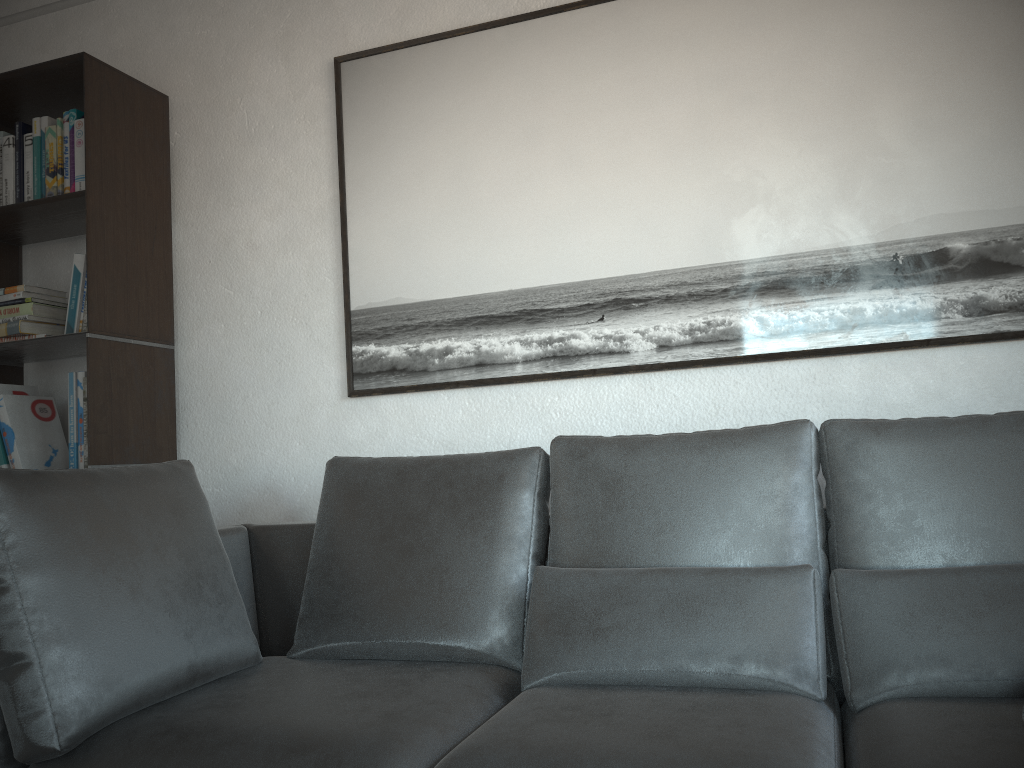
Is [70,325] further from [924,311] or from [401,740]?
[924,311]

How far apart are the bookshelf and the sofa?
0.47m

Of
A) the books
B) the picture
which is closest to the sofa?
the picture

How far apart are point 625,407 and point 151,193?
1.64m

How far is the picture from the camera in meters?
2.1

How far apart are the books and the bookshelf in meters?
0.0

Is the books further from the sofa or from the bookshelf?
the sofa

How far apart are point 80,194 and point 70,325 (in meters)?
0.39

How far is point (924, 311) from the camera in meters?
2.1

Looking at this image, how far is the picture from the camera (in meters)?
2.12
